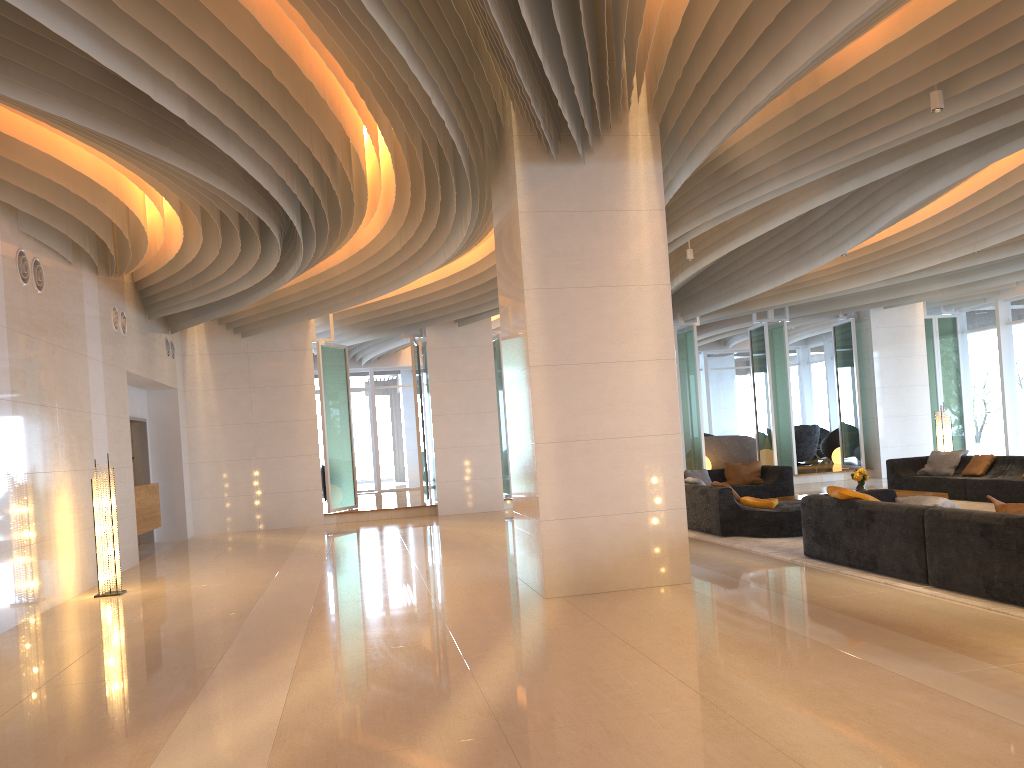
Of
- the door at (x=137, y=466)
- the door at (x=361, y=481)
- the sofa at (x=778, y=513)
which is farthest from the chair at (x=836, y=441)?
the door at (x=137, y=466)

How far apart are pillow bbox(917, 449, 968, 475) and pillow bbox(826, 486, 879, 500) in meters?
6.5

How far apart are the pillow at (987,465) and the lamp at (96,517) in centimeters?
1130cm

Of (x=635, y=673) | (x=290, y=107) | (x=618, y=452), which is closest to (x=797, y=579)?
(x=618, y=452)

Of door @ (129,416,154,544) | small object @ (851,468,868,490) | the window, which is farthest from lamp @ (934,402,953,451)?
door @ (129,416,154,544)

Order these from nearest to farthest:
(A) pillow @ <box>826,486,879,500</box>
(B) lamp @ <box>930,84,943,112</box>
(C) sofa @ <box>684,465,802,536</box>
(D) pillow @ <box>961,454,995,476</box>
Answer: (B) lamp @ <box>930,84,943,112</box>
(A) pillow @ <box>826,486,879,500</box>
(C) sofa @ <box>684,465,802,536</box>
(D) pillow @ <box>961,454,995,476</box>

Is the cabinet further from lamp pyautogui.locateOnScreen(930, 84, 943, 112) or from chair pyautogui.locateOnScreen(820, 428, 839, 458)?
chair pyautogui.locateOnScreen(820, 428, 839, 458)

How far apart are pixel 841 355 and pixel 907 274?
4.7 meters

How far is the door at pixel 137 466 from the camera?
14.94m

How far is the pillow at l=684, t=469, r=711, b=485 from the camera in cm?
1446
